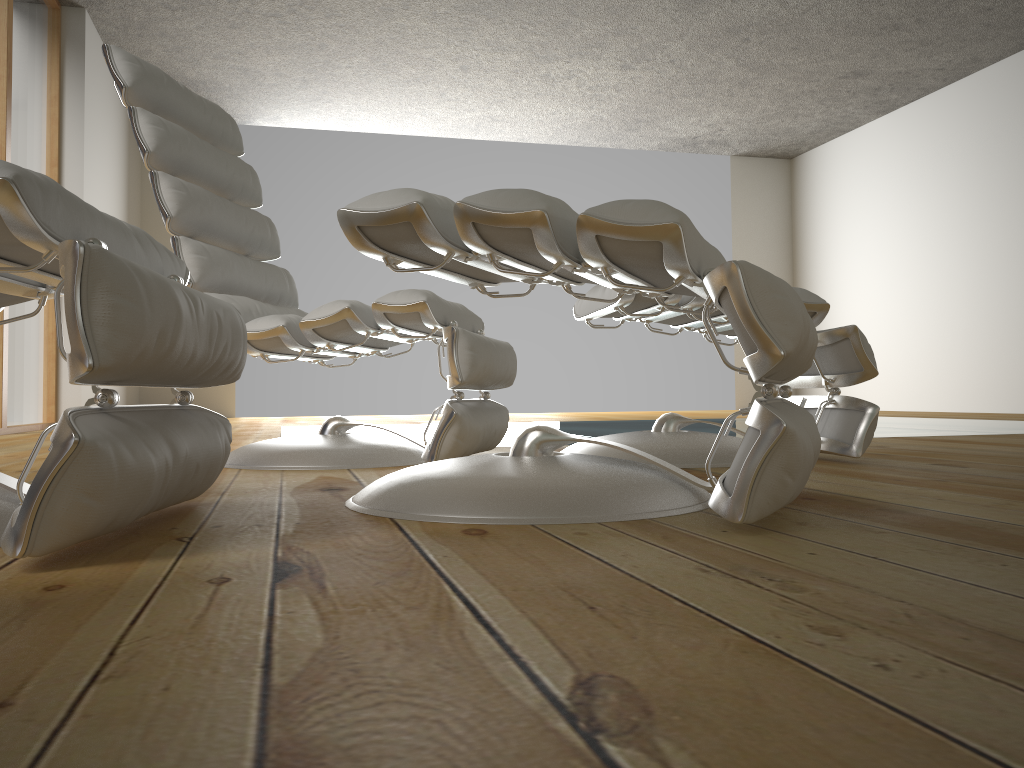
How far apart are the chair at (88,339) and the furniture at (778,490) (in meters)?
0.18

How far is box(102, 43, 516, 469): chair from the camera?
1.9m

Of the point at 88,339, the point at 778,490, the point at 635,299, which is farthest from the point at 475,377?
the point at 88,339

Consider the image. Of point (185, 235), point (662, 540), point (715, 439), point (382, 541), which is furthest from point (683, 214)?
point (185, 235)

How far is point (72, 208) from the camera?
0.9m

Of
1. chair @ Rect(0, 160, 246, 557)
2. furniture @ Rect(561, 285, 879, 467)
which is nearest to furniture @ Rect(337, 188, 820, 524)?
chair @ Rect(0, 160, 246, 557)

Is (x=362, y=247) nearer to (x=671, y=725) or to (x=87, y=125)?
(x=671, y=725)

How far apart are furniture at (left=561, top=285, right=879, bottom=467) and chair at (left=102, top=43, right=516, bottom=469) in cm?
19

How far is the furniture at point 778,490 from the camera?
1.0m

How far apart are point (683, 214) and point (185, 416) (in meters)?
0.69
